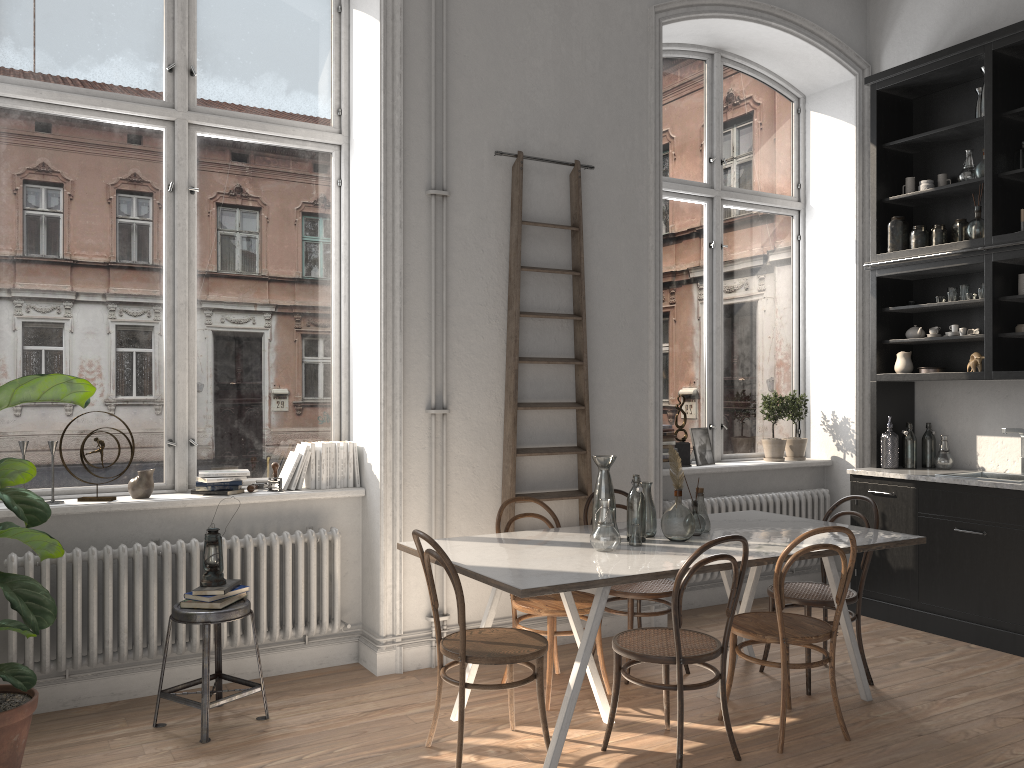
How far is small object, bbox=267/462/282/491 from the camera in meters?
4.6

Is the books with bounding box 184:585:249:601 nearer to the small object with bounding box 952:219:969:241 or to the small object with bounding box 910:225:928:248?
the small object with bounding box 910:225:928:248

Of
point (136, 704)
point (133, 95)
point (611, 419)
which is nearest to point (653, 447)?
point (611, 419)

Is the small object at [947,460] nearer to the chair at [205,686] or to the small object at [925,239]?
the small object at [925,239]

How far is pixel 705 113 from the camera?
6.4m

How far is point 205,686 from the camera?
3.7m

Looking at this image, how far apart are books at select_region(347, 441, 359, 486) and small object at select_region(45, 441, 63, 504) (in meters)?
1.47

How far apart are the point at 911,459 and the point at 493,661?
3.7 meters

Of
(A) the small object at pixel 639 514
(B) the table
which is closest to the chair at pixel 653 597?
(B) the table

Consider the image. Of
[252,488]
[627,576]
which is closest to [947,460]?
[627,576]
